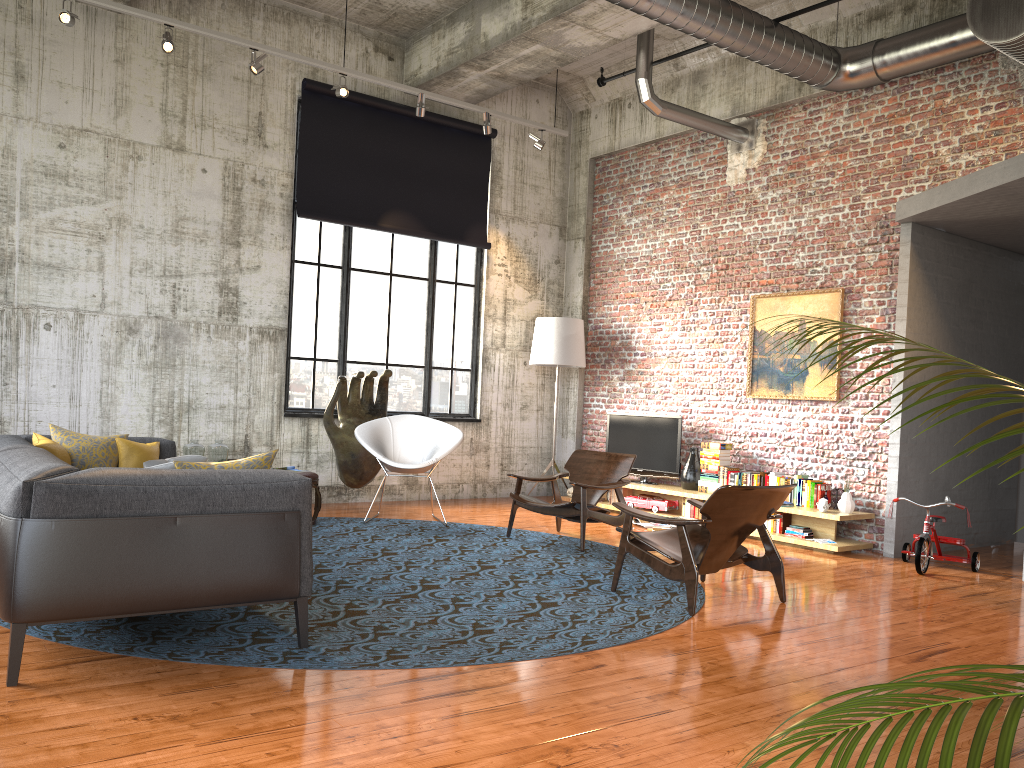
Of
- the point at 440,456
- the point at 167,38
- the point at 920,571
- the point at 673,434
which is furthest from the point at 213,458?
the point at 920,571

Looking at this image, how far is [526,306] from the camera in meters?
11.3

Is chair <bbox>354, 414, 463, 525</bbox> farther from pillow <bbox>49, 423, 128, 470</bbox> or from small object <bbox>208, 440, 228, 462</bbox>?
pillow <bbox>49, 423, 128, 470</bbox>

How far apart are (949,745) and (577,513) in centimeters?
674cm

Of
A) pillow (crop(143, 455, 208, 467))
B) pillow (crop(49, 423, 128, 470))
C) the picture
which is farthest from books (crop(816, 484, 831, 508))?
pillow (crop(49, 423, 128, 470))

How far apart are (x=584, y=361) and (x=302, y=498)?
6.83m

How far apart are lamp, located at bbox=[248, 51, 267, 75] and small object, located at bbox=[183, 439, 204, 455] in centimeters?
349cm

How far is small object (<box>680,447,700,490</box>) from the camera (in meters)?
9.42

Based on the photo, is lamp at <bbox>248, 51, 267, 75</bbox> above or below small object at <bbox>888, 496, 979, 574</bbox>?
above

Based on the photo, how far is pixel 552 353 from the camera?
10.5 meters
